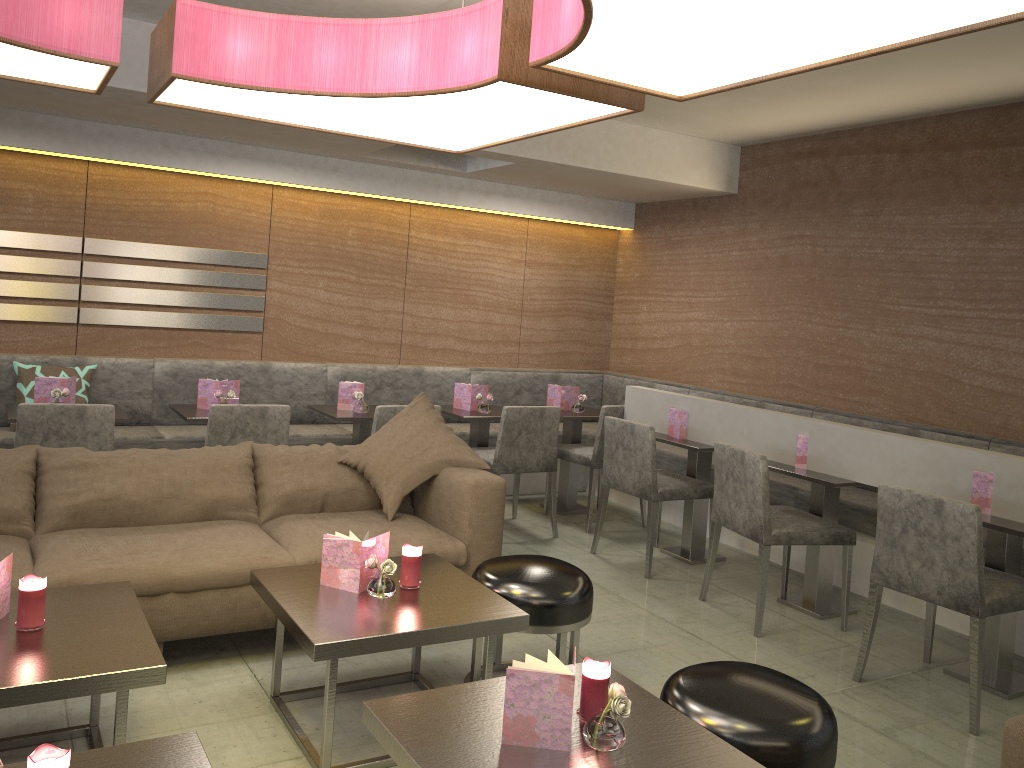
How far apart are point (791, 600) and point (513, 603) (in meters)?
1.95

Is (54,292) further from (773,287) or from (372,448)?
(773,287)

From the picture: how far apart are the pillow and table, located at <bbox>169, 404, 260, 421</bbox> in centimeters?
106cm

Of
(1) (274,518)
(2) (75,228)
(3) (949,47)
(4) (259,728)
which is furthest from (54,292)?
(3) (949,47)

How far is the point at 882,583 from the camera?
3.33m

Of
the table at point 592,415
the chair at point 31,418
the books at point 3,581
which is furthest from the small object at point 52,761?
the table at point 592,415

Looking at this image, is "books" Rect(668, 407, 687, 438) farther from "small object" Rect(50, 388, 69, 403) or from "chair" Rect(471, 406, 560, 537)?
"small object" Rect(50, 388, 69, 403)

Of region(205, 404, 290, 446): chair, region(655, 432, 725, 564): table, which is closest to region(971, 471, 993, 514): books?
region(655, 432, 725, 564): table

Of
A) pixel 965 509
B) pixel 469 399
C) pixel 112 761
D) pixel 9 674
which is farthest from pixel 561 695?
pixel 469 399

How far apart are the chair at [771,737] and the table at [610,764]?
0.0m
